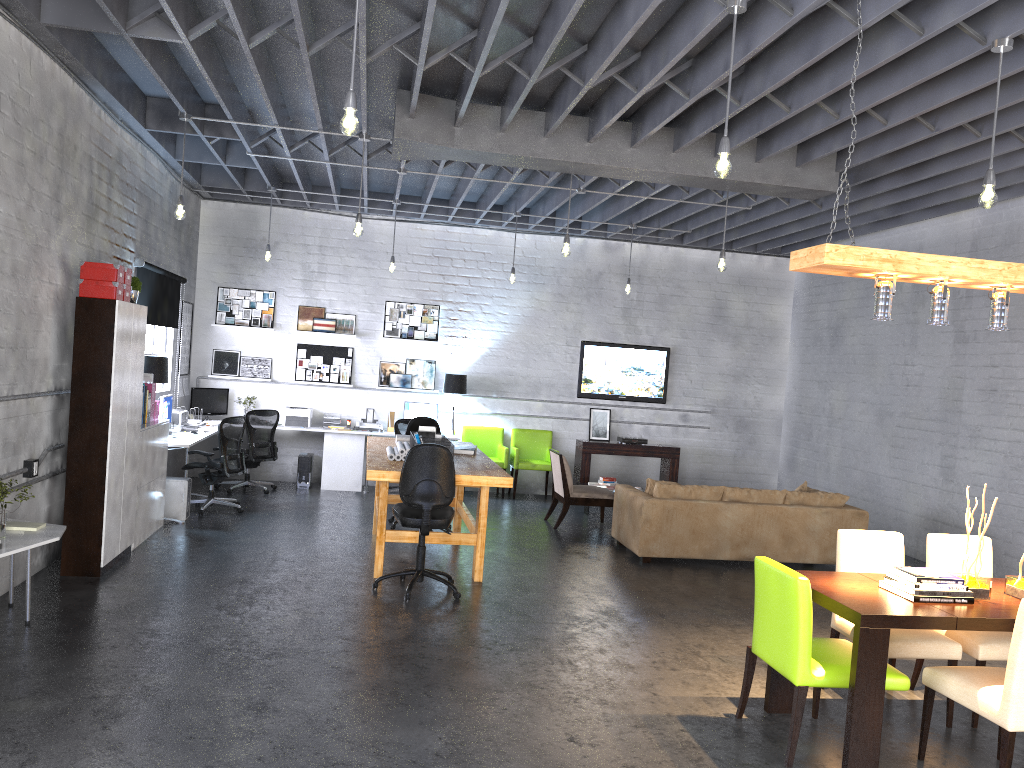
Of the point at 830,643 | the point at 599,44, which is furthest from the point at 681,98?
the point at 830,643

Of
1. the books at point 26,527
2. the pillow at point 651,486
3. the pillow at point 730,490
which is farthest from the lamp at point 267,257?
the pillow at point 730,490

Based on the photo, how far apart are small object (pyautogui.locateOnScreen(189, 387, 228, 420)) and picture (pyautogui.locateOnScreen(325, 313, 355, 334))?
1.69m

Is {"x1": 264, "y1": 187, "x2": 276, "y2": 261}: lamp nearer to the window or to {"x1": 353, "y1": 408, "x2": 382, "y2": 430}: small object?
the window

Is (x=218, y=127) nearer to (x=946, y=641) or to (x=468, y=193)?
(x=468, y=193)

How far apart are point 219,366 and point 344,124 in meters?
8.3 m

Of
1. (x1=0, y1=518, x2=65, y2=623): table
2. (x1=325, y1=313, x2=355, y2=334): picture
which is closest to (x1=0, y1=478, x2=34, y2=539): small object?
(x1=0, y1=518, x2=65, y2=623): table

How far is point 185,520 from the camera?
8.8m

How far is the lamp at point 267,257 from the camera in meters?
10.5

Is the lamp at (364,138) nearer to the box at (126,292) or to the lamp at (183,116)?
the lamp at (183,116)
